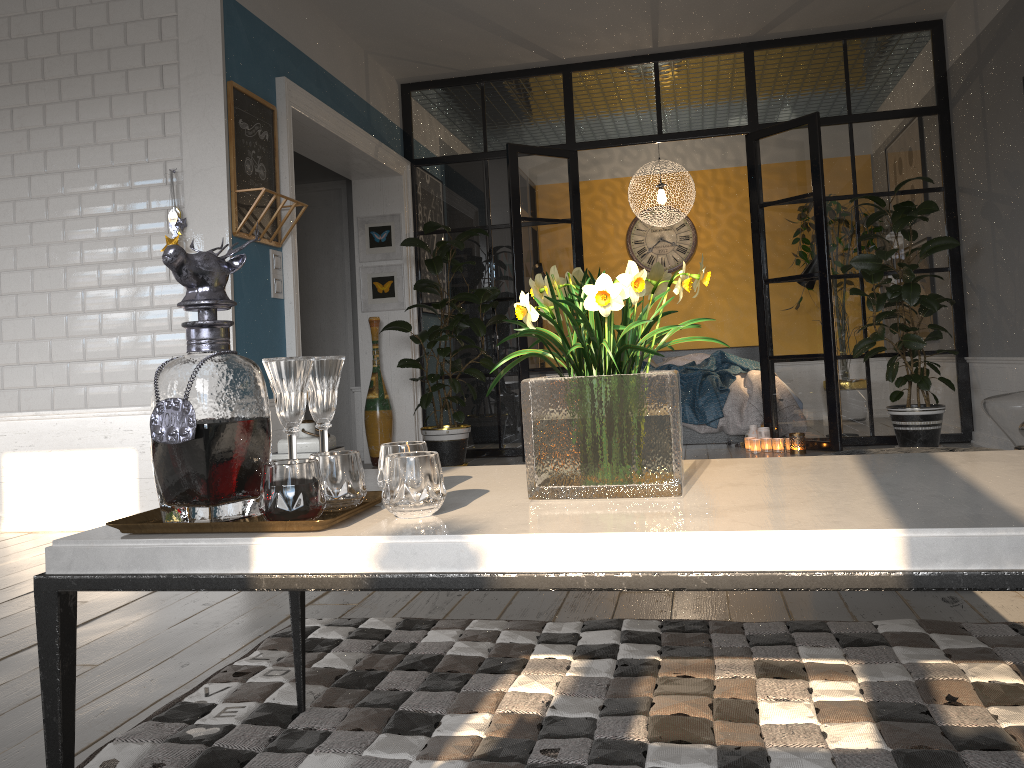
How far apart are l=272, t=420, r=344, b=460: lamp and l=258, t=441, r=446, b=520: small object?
3.1m

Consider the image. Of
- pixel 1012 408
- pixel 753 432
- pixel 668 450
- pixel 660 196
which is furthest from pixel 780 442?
pixel 668 450

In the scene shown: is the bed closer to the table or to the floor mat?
the floor mat

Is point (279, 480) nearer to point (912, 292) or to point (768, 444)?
point (912, 292)

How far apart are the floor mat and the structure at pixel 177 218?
2.42m

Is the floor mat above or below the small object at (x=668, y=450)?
below

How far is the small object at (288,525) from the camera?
1.1 meters

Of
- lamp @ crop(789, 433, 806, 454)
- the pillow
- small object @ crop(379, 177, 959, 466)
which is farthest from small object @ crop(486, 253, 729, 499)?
the pillow

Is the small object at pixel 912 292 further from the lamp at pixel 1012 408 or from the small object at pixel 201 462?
the small object at pixel 201 462

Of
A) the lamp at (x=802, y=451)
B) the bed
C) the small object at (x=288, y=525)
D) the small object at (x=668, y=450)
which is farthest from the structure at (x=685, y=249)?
the small object at (x=288, y=525)
